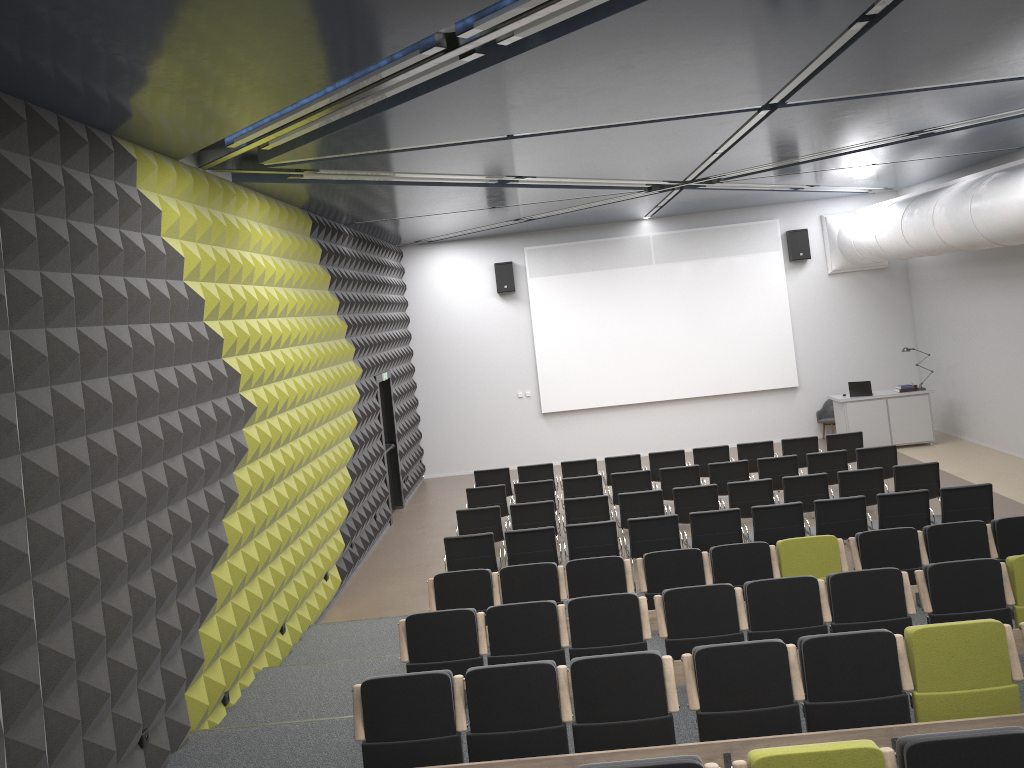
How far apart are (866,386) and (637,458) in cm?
542

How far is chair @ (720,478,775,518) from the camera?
11.0 meters

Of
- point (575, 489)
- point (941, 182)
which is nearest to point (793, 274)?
point (941, 182)

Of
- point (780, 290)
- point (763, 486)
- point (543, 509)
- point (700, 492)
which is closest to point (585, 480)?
point (543, 509)

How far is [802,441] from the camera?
13.5 meters

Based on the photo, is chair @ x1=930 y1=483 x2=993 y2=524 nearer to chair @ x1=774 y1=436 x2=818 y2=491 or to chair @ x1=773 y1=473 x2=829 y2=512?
chair @ x1=773 y1=473 x2=829 y2=512

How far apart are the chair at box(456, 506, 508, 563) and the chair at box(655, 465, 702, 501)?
2.6m

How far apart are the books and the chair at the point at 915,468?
5.8 meters

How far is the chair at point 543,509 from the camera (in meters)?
11.12

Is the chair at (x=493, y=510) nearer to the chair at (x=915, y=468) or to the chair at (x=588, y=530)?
the chair at (x=588, y=530)
